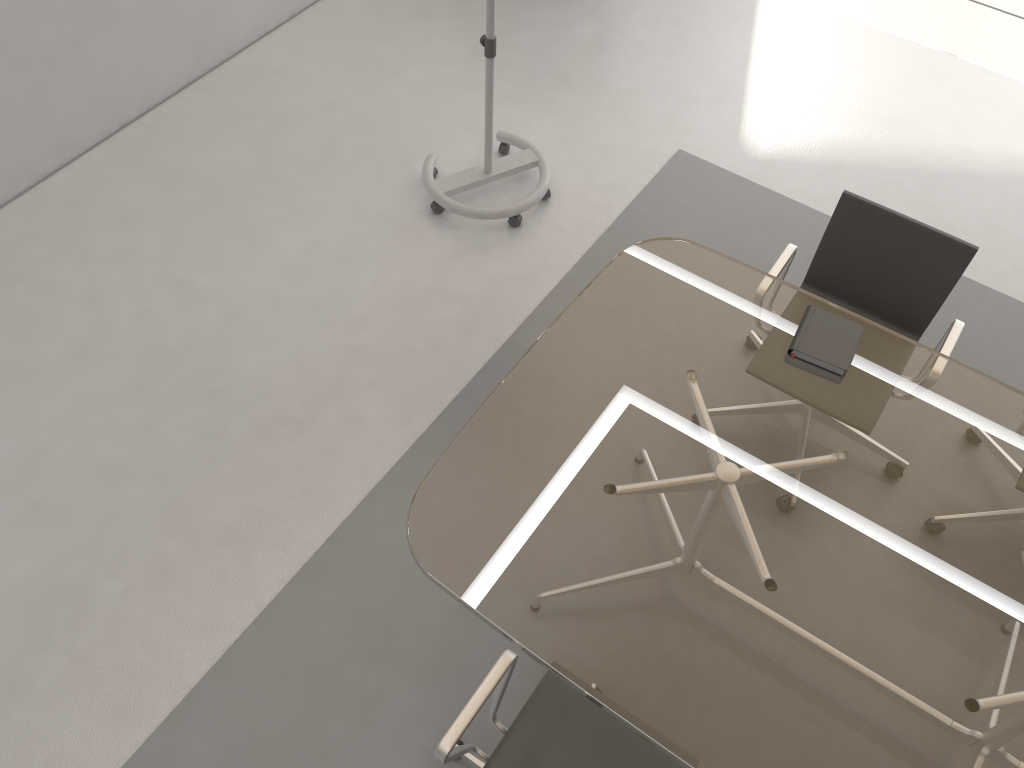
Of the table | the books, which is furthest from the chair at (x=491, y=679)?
the books

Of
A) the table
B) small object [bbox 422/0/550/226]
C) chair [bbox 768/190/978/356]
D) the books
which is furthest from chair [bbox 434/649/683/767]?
small object [bbox 422/0/550/226]

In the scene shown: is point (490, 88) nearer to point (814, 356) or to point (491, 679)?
point (814, 356)

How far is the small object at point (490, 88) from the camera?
3.4m

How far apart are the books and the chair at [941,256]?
0.3m

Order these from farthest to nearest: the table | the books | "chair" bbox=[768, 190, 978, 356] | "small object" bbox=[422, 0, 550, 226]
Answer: "small object" bbox=[422, 0, 550, 226] < "chair" bbox=[768, 190, 978, 356] < the books < the table

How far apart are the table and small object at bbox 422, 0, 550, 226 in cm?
108

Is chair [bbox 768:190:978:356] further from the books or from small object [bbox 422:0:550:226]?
small object [bbox 422:0:550:226]

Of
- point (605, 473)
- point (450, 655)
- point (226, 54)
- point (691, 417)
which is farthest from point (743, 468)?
point (226, 54)

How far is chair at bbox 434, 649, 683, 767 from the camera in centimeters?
196cm
